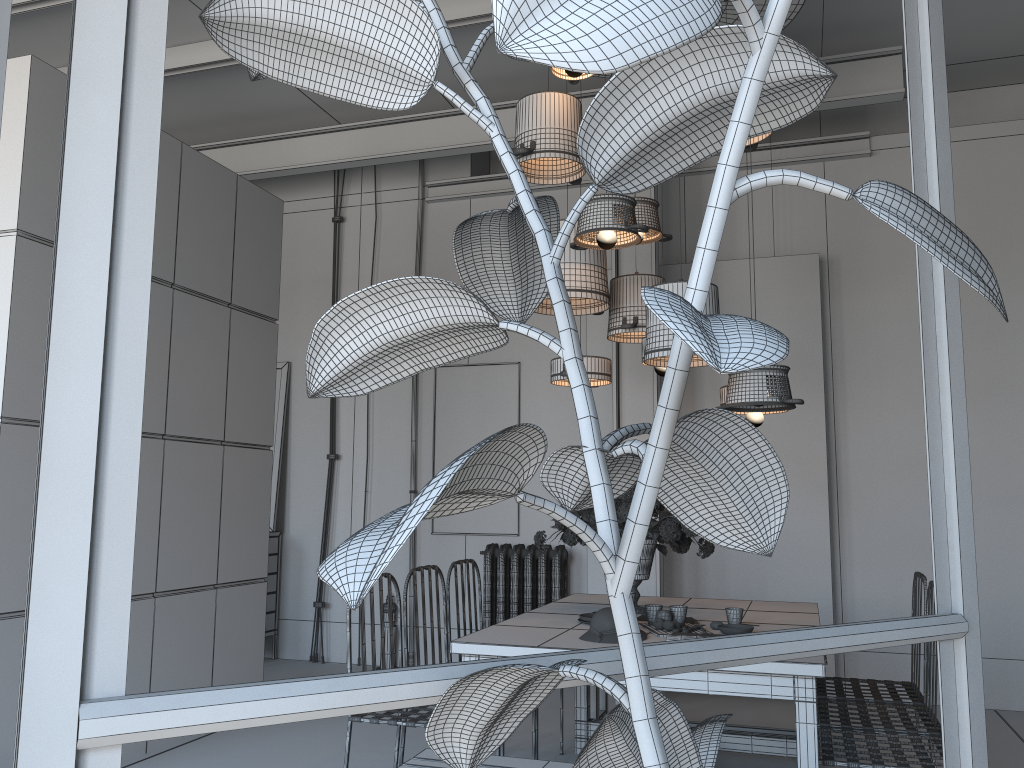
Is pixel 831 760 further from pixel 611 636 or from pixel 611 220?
pixel 611 220

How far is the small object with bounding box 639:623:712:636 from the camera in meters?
3.3 m

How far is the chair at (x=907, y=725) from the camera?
3.3 meters

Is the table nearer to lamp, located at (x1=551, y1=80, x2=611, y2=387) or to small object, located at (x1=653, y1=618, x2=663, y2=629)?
small object, located at (x1=653, y1=618, x2=663, y2=629)

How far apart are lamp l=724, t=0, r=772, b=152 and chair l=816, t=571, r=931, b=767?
2.1 meters

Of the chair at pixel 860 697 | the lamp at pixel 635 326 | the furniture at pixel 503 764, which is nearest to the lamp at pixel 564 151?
the lamp at pixel 635 326

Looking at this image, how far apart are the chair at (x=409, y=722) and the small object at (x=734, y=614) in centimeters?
125cm

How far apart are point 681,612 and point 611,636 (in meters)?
0.45

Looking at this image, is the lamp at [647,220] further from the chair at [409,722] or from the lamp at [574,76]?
the chair at [409,722]

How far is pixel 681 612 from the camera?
3.43m
